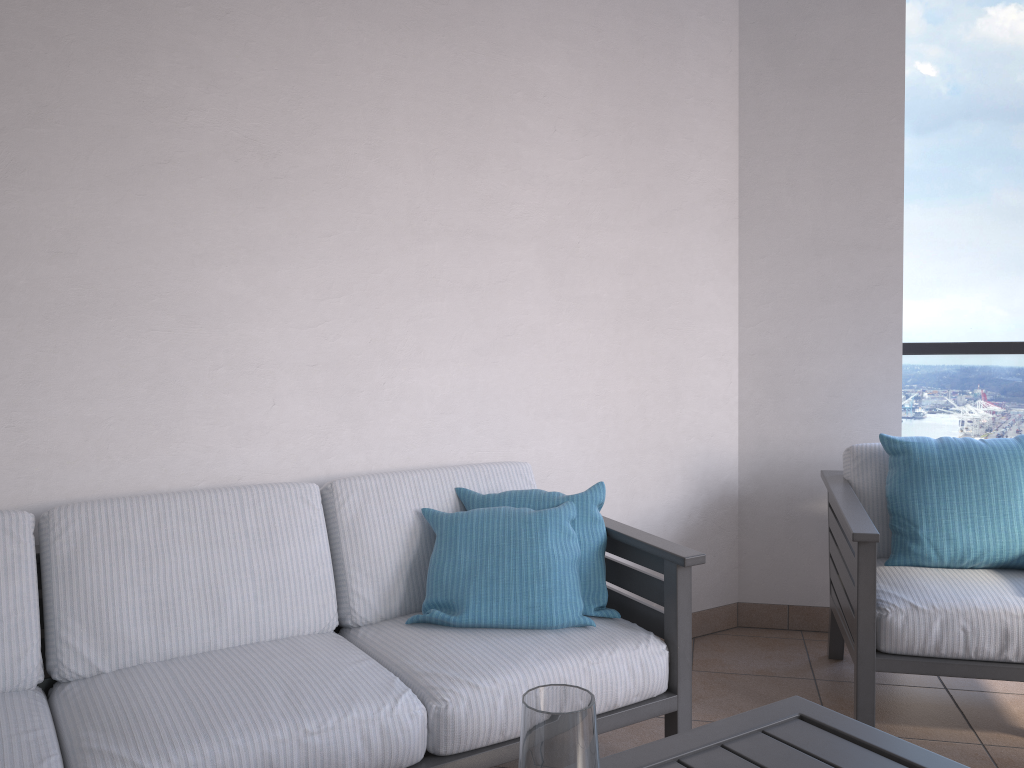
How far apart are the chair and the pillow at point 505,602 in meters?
0.7

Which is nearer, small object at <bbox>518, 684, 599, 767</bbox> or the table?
small object at <bbox>518, 684, 599, 767</bbox>

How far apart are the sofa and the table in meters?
0.6

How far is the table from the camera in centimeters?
138cm

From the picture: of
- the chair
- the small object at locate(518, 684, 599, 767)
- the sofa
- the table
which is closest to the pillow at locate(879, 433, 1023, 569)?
the chair

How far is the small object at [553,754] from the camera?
0.9m

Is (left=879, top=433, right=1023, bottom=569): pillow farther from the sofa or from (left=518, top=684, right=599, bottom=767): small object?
(left=518, top=684, right=599, bottom=767): small object

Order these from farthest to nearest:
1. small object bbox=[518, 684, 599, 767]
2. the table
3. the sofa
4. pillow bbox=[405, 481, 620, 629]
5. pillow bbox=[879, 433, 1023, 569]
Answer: pillow bbox=[879, 433, 1023, 569], pillow bbox=[405, 481, 620, 629], the sofa, the table, small object bbox=[518, 684, 599, 767]

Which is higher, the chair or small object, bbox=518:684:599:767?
small object, bbox=518:684:599:767

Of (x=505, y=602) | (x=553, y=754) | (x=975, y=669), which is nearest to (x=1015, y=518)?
(x=975, y=669)
